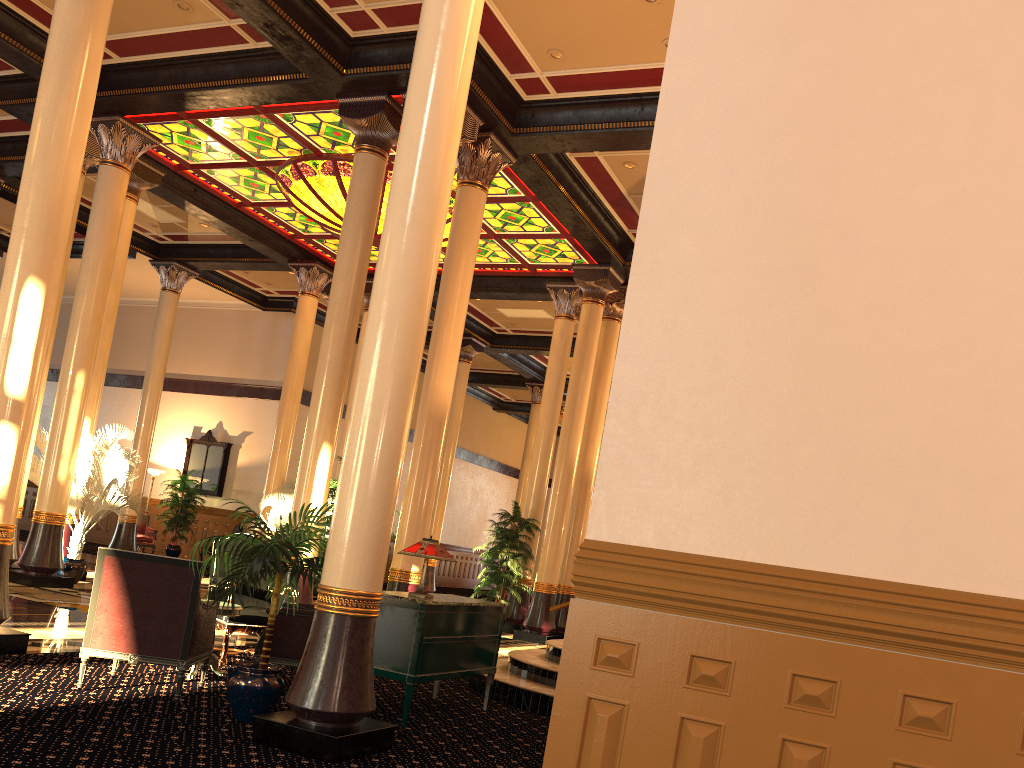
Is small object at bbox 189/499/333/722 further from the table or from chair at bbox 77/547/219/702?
the table

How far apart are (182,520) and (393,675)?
16.0m

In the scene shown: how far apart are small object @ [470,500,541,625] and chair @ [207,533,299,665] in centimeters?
573cm

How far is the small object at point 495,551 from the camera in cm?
1330

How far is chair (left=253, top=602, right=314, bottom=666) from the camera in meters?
6.2 m

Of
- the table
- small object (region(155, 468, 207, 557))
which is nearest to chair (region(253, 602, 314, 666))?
the table

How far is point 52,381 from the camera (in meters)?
24.24

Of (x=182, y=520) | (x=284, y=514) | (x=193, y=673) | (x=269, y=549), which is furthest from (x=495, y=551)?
(x=182, y=520)

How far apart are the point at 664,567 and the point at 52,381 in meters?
25.3

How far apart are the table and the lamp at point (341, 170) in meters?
7.4 m
